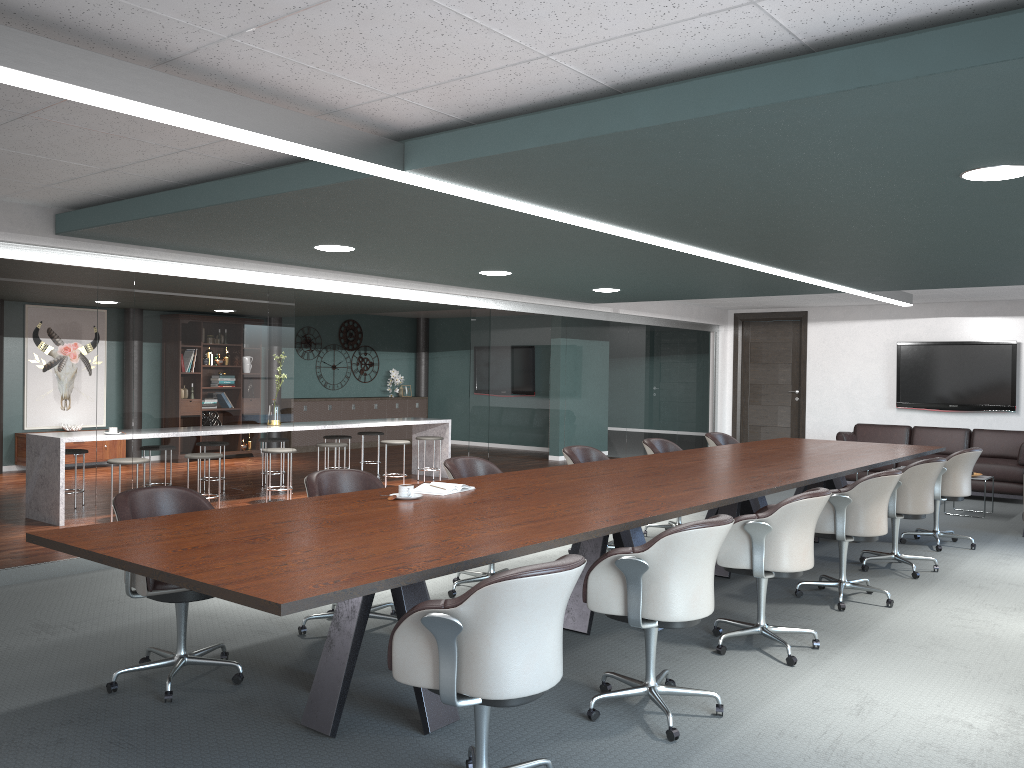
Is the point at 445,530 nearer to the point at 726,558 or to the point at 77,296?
the point at 726,558

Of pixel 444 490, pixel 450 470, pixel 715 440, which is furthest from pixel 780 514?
pixel 715 440

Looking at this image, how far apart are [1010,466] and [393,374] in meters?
9.5

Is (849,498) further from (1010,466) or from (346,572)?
(1010,466)

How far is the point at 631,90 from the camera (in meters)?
2.89

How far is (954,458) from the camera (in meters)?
6.51

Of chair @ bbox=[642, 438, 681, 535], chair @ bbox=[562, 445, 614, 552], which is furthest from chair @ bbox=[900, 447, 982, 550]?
chair @ bbox=[562, 445, 614, 552]

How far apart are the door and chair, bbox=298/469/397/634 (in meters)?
8.54

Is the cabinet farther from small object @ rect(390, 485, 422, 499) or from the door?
small object @ rect(390, 485, 422, 499)

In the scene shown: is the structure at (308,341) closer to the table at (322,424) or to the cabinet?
the cabinet
